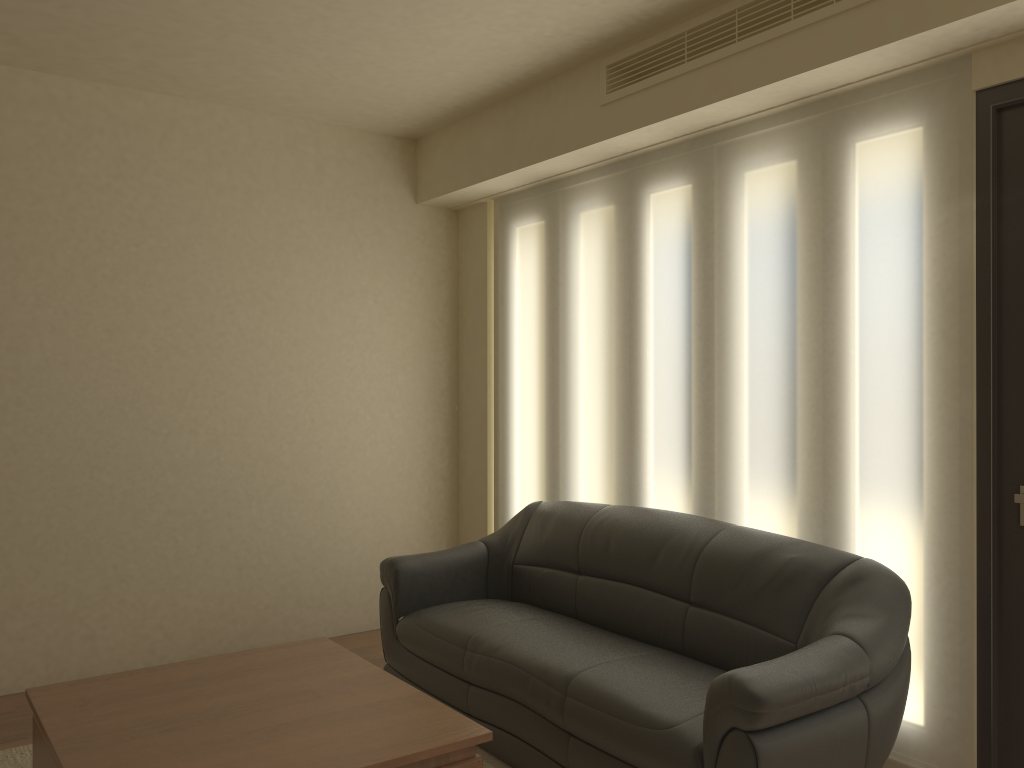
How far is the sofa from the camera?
2.6 meters

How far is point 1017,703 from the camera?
2.91m

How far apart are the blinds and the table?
1.6m

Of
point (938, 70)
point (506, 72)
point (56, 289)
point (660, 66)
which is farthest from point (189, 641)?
point (938, 70)

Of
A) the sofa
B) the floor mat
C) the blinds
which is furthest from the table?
the blinds

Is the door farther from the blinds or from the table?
the table

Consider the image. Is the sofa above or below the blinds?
below

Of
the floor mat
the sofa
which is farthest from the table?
the floor mat

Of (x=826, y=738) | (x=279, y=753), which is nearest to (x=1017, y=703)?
(x=826, y=738)

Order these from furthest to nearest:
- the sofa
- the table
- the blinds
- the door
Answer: the blinds → the door → the sofa → the table
